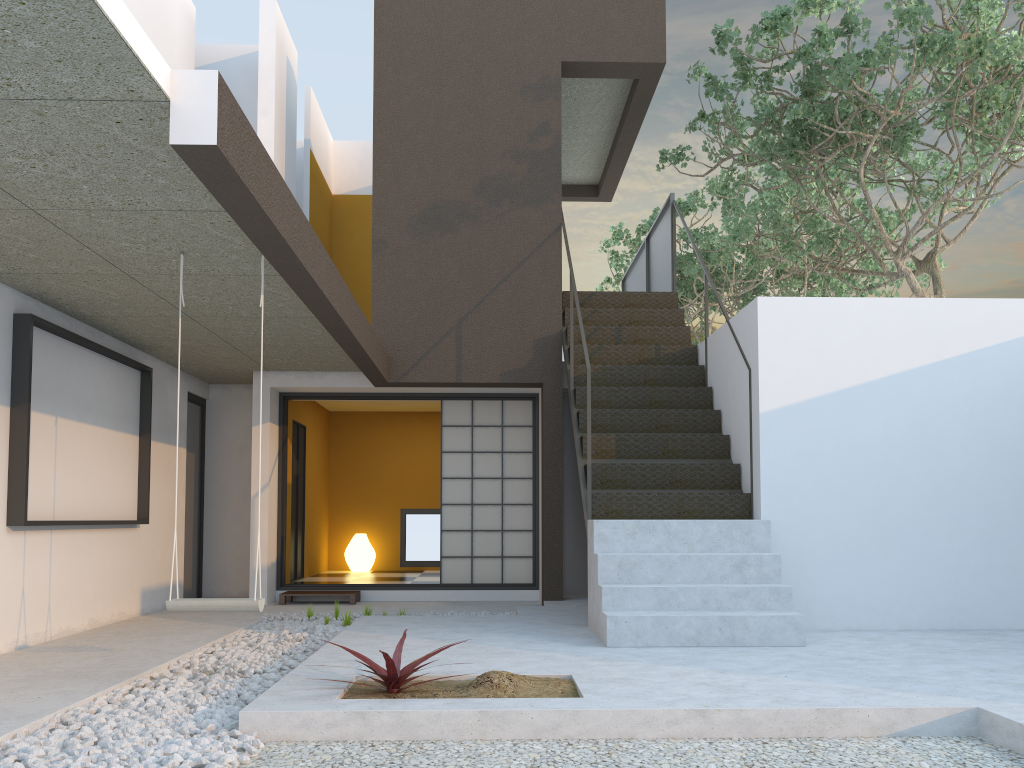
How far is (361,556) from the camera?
10.8m

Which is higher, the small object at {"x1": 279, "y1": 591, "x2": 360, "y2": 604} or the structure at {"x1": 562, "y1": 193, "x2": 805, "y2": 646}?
the structure at {"x1": 562, "y1": 193, "x2": 805, "y2": 646}

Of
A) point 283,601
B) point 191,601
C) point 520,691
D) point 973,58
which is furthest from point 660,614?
point 973,58

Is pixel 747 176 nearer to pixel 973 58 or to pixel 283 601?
pixel 973 58

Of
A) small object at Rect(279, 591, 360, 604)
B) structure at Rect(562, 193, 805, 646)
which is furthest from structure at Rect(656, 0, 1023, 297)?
small object at Rect(279, 591, 360, 604)

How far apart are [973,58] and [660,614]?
5.32m

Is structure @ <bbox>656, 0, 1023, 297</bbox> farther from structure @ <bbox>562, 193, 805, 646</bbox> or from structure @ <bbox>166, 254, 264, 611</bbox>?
structure @ <bbox>166, 254, 264, 611</bbox>

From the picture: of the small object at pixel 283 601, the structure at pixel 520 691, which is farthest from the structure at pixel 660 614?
the small object at pixel 283 601

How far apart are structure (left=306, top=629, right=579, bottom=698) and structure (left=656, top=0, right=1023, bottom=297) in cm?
554

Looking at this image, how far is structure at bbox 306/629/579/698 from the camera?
3.7 meters
